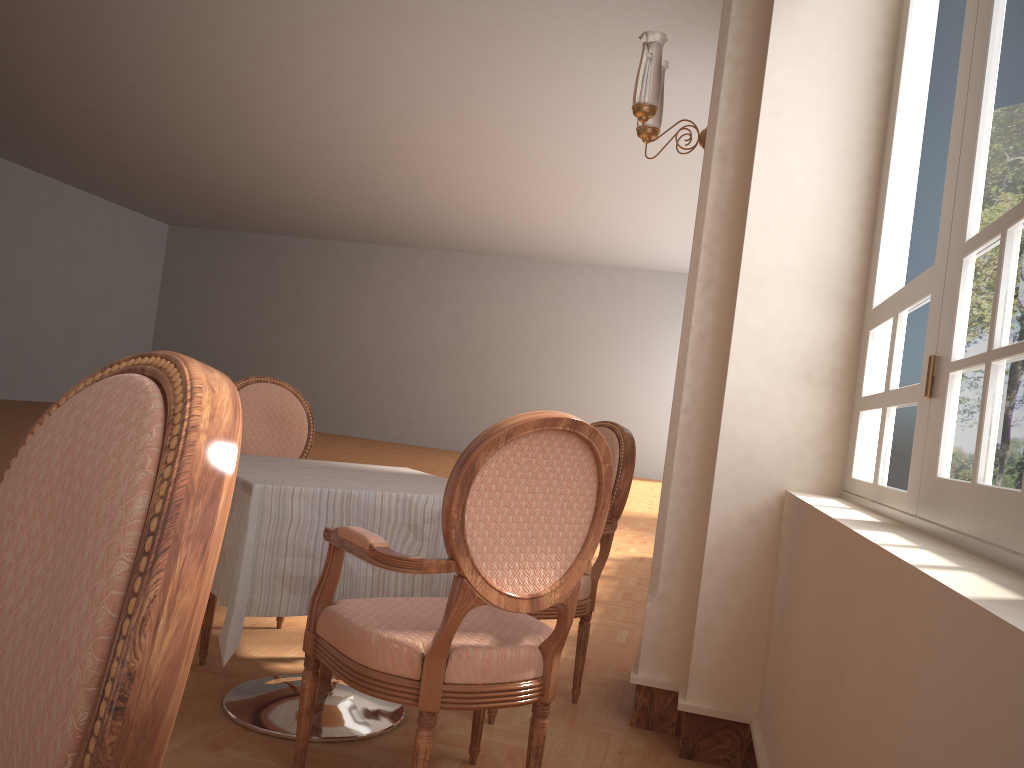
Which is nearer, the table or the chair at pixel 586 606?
the table

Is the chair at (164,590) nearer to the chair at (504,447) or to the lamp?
the chair at (504,447)

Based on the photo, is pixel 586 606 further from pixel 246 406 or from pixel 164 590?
pixel 164 590

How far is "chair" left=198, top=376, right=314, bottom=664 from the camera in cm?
326

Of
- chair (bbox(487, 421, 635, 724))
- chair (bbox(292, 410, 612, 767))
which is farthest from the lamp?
chair (bbox(292, 410, 612, 767))

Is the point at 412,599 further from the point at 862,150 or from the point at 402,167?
the point at 402,167

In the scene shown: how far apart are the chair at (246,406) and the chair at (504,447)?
0.9m

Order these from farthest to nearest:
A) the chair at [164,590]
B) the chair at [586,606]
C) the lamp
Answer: the lamp, the chair at [586,606], the chair at [164,590]

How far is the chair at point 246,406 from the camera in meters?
3.3

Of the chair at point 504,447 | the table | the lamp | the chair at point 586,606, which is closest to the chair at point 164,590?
the chair at point 504,447
